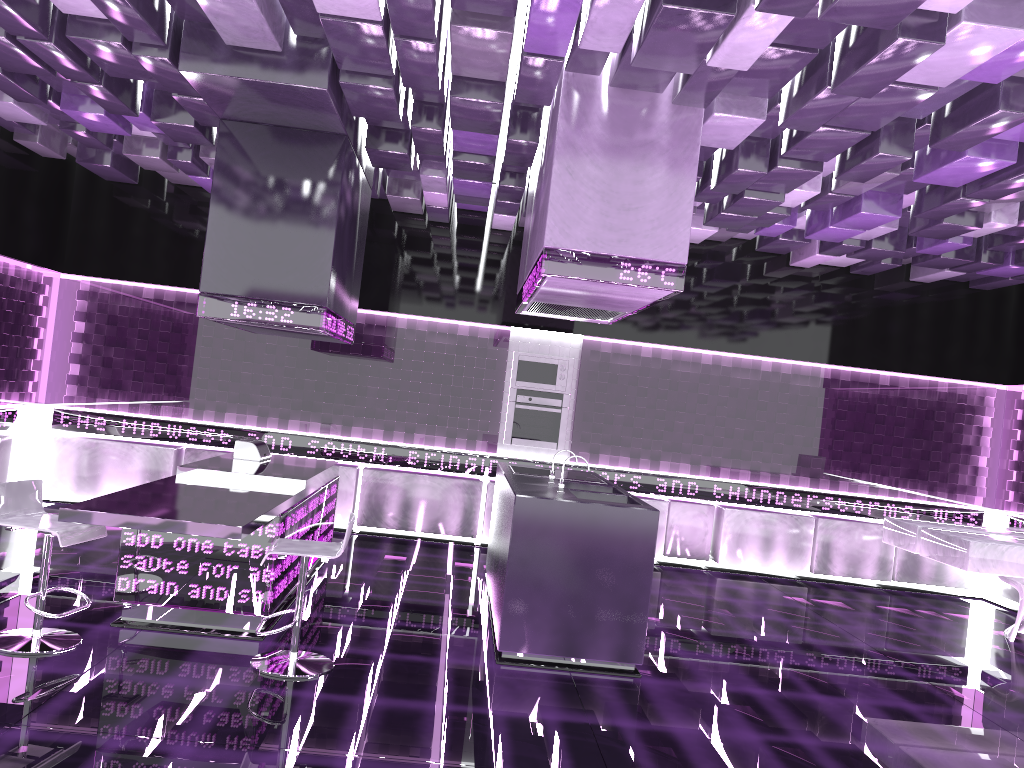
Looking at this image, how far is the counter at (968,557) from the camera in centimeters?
561cm

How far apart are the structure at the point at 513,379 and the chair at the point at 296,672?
4.1 meters

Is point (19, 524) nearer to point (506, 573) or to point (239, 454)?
point (239, 454)

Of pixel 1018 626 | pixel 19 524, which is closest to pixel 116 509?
pixel 19 524

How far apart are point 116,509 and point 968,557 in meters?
5.0

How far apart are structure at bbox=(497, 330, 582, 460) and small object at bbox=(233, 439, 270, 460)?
2.63m

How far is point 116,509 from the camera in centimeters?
403cm

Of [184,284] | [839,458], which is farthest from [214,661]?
[839,458]

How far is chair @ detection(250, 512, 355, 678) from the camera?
4.2m

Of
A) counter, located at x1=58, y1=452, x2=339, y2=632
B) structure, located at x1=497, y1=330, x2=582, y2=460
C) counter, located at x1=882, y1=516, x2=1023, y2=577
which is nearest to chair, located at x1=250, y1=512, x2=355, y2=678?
counter, located at x1=58, y1=452, x2=339, y2=632
